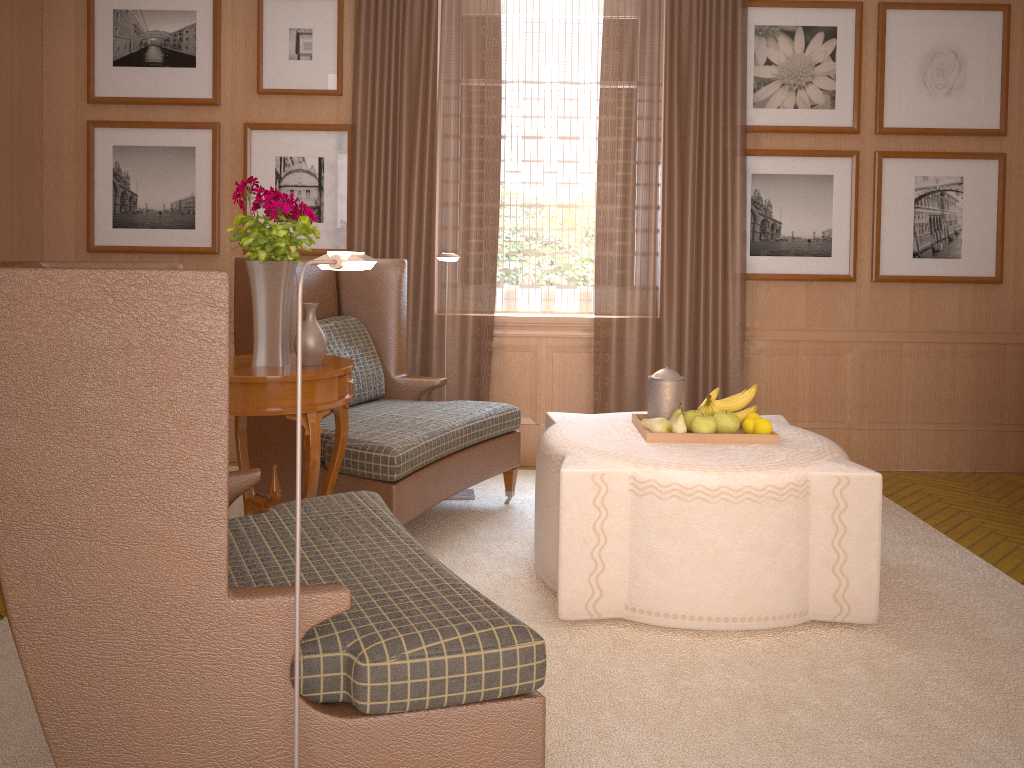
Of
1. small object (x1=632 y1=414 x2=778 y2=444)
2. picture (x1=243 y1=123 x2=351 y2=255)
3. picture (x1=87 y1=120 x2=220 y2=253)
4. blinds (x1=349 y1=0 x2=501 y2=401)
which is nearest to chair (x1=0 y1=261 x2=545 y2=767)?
small object (x1=632 y1=414 x2=778 y2=444)

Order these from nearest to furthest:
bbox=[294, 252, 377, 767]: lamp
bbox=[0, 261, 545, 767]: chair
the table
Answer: bbox=[0, 261, 545, 767]: chair < bbox=[294, 252, 377, 767]: lamp < the table

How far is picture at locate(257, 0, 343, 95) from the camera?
8.02m

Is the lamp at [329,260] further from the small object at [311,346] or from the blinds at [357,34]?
the blinds at [357,34]

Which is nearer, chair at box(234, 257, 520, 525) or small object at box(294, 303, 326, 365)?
small object at box(294, 303, 326, 365)

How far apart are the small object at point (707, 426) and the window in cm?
314

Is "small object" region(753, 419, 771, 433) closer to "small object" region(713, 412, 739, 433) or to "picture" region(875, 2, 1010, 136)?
"small object" region(713, 412, 739, 433)

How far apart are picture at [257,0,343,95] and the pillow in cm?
234

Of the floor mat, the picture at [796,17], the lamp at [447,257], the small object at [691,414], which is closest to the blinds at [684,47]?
the picture at [796,17]

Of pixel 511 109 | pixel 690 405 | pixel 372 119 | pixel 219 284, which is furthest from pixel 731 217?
pixel 219 284
